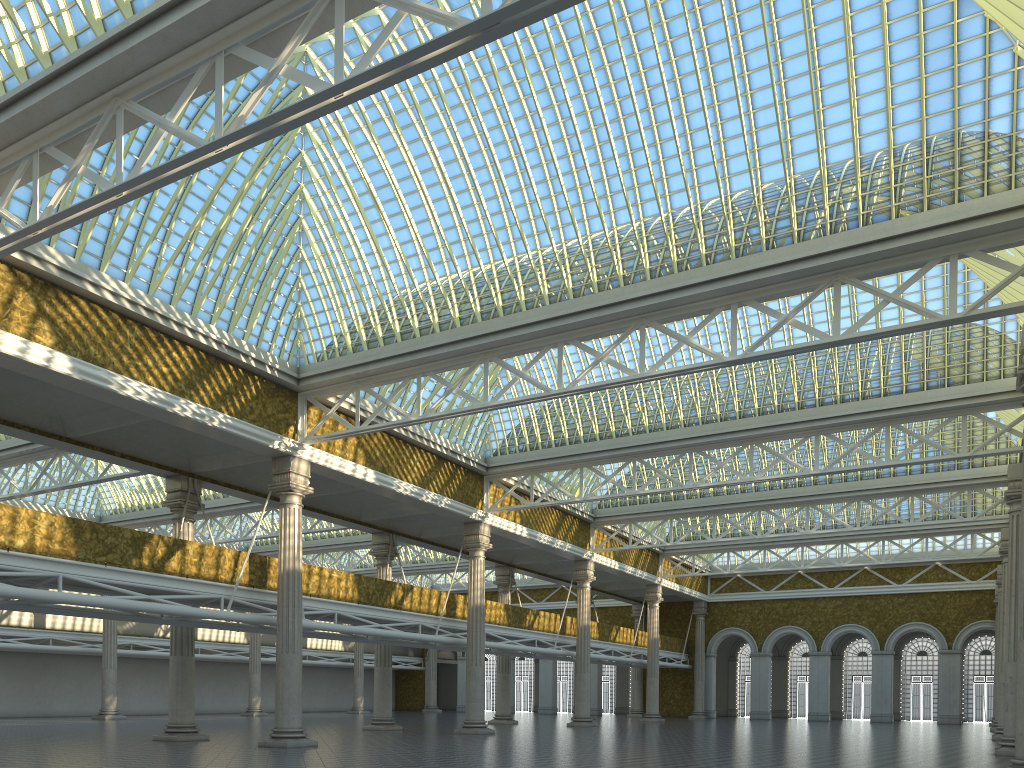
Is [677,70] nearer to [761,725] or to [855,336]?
[855,336]
